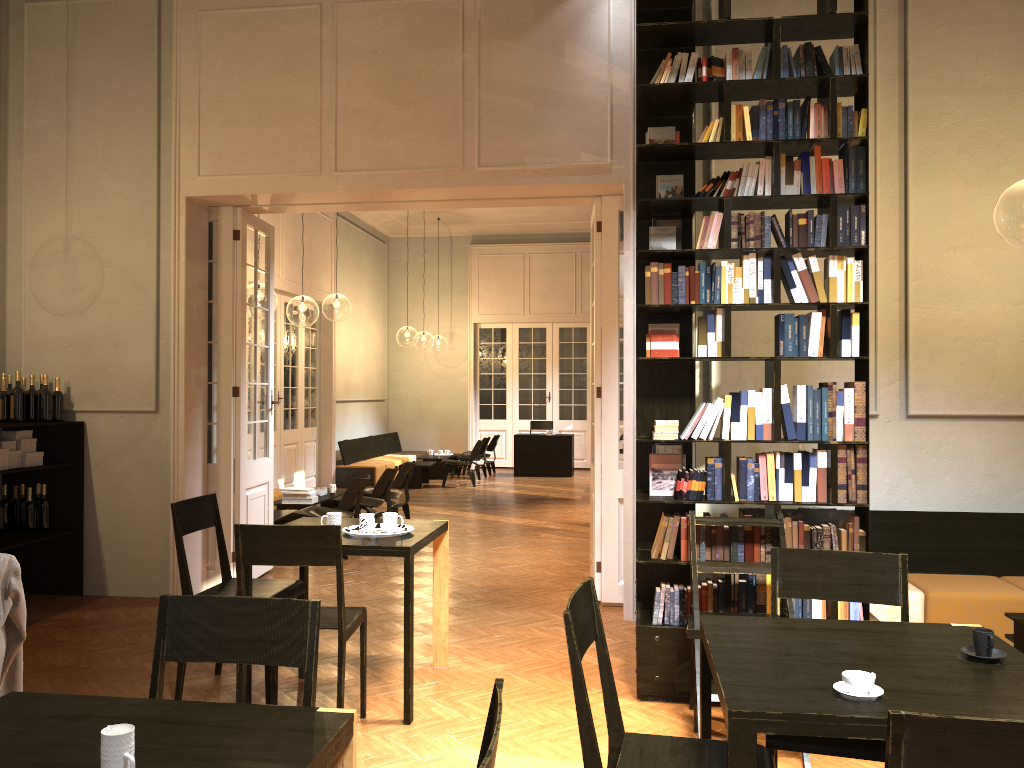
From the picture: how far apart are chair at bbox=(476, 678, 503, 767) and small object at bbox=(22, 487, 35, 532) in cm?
643

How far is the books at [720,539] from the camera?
4.81m

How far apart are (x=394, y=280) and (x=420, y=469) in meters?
6.0

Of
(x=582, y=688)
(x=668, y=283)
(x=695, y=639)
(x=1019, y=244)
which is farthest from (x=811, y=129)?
(x=1019, y=244)

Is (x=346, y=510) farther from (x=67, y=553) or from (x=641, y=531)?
(x=641, y=531)

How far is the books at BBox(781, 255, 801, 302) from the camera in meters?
4.8

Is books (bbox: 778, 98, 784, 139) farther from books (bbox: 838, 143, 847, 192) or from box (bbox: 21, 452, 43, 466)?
box (bbox: 21, 452, 43, 466)

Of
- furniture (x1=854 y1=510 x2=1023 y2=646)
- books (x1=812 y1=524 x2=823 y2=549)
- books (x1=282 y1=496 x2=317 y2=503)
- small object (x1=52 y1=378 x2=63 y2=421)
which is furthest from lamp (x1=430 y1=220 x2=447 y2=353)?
books (x1=812 y1=524 x2=823 y2=549)

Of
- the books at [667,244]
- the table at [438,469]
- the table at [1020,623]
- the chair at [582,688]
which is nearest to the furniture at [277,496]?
the table at [438,469]

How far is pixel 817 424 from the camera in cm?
473
